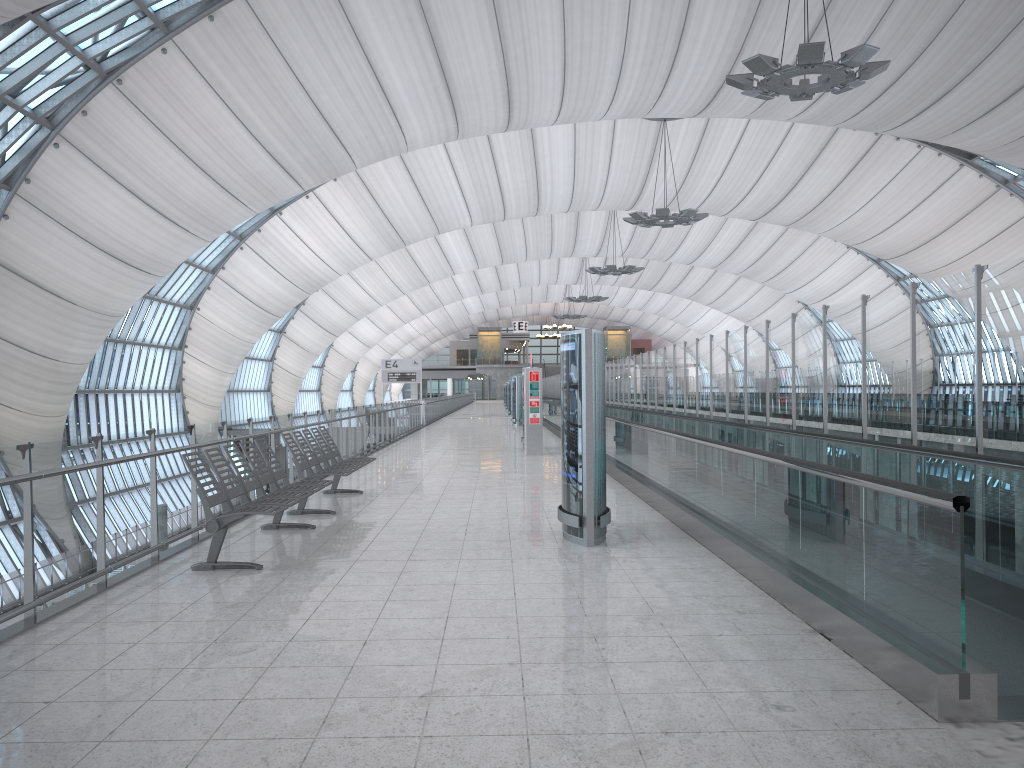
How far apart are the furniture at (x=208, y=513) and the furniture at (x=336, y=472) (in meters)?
0.61

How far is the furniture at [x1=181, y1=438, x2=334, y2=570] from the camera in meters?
6.6 m

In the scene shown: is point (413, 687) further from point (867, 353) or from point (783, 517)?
point (867, 353)

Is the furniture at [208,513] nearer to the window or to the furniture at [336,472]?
the furniture at [336,472]

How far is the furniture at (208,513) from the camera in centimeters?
661cm

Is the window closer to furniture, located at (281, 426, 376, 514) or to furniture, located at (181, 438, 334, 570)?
furniture, located at (281, 426, 376, 514)

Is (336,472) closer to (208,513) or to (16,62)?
(208,513)

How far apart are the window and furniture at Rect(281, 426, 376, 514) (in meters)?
15.68

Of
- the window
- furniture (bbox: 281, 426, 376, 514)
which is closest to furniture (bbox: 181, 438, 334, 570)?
furniture (bbox: 281, 426, 376, 514)

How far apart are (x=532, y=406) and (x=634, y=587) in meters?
12.4 m
